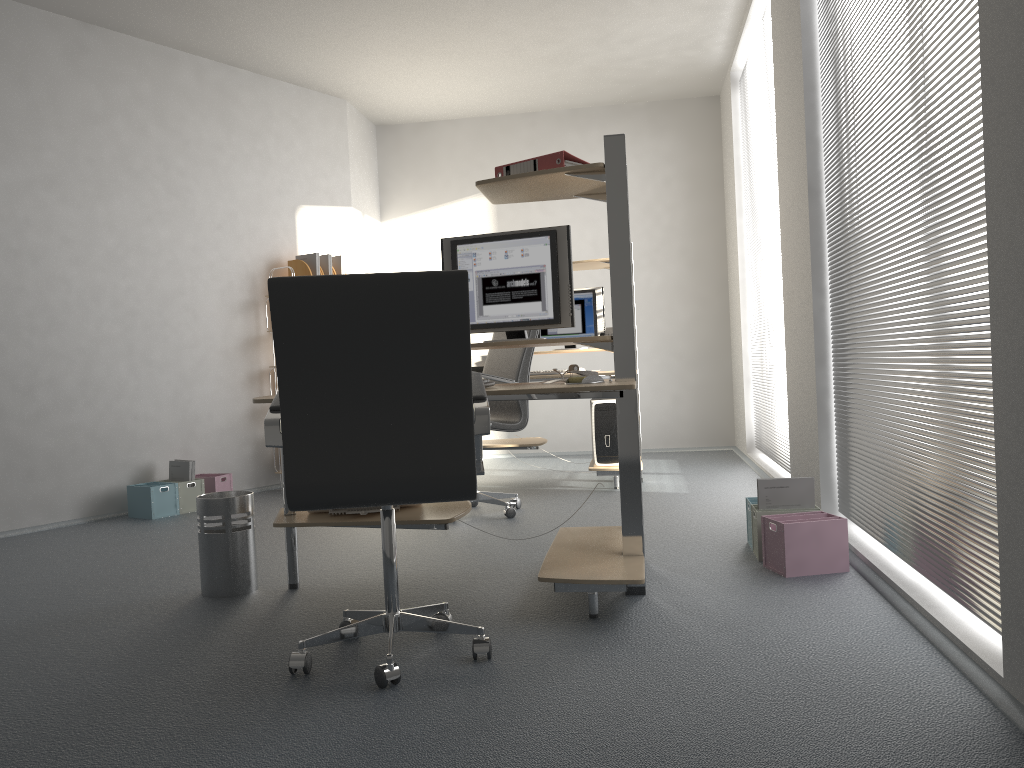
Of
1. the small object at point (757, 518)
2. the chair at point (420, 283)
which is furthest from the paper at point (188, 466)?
the small object at point (757, 518)

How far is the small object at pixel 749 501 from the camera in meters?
3.7

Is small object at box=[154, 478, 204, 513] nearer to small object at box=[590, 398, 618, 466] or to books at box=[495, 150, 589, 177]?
small object at box=[590, 398, 618, 466]

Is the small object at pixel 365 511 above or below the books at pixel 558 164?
below

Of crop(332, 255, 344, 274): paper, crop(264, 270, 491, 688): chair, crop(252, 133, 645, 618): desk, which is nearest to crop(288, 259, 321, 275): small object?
crop(332, 255, 344, 274): paper

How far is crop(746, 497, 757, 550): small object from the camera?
3.67m

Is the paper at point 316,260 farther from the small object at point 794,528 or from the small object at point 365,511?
the small object at point 794,528

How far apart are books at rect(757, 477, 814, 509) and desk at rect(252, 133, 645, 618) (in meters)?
0.57

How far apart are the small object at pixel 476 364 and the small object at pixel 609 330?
0.92m

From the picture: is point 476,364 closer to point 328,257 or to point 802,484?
point 328,257
